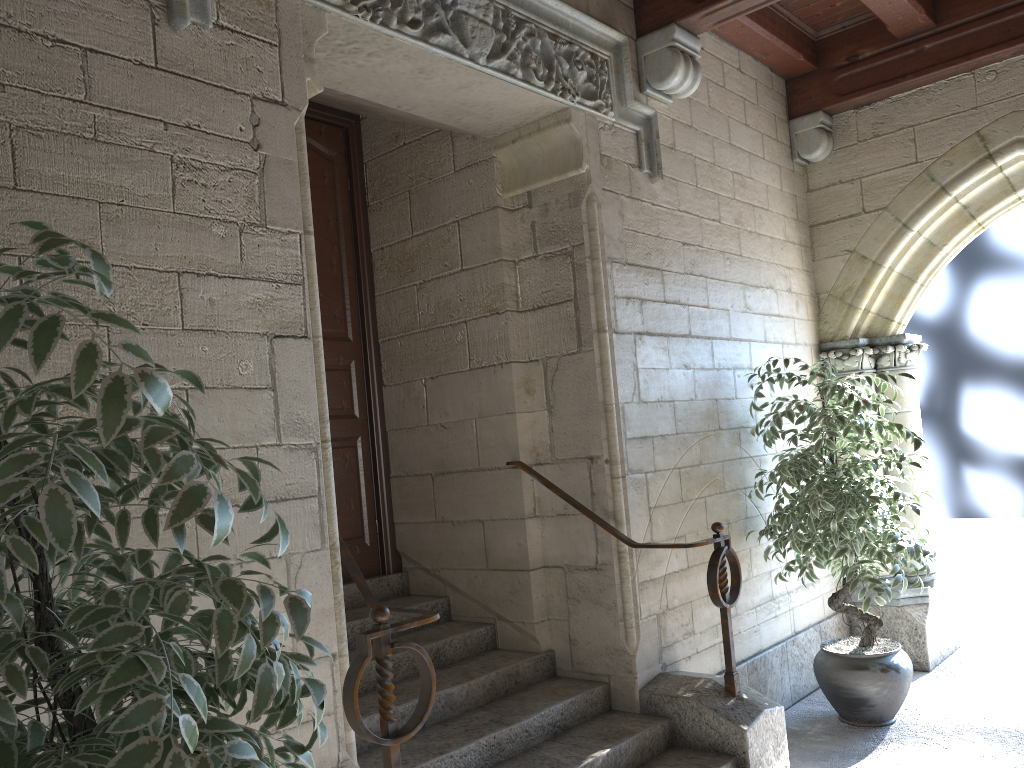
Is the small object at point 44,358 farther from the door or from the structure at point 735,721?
the door

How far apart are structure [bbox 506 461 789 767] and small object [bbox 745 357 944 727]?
0.5 meters

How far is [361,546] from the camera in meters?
3.8

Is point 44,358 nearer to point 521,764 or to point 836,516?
point 521,764

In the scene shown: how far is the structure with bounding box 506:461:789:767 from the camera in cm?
297

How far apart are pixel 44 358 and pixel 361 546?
2.96m

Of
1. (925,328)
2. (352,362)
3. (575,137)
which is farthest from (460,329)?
(925,328)

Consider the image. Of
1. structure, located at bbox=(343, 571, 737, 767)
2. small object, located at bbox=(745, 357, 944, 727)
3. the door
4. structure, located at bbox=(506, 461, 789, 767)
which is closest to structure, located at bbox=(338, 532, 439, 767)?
structure, located at bbox=(343, 571, 737, 767)

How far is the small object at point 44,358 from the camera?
1.0 meters

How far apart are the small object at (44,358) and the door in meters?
2.2
